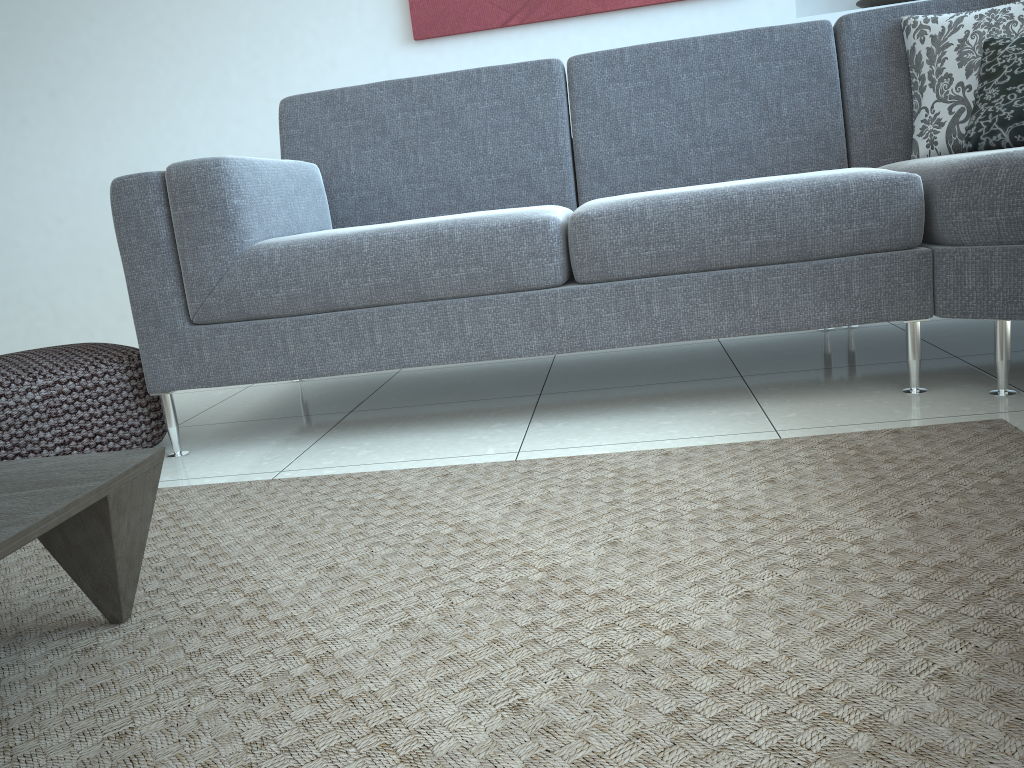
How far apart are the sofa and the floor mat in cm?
22

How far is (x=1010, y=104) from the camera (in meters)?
1.94

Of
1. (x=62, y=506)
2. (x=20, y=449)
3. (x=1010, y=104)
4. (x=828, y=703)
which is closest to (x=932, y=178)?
(x=1010, y=104)

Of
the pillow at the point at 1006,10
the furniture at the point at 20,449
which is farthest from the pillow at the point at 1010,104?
the furniture at the point at 20,449

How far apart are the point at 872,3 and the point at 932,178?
1.7 meters

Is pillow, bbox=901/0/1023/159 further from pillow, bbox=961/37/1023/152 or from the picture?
the picture

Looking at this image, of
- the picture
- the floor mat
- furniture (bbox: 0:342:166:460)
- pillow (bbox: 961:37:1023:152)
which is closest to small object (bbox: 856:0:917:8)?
the picture

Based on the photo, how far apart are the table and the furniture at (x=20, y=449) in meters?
0.7

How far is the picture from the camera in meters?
3.1 m

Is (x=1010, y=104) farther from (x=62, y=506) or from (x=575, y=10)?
(x=62, y=506)
